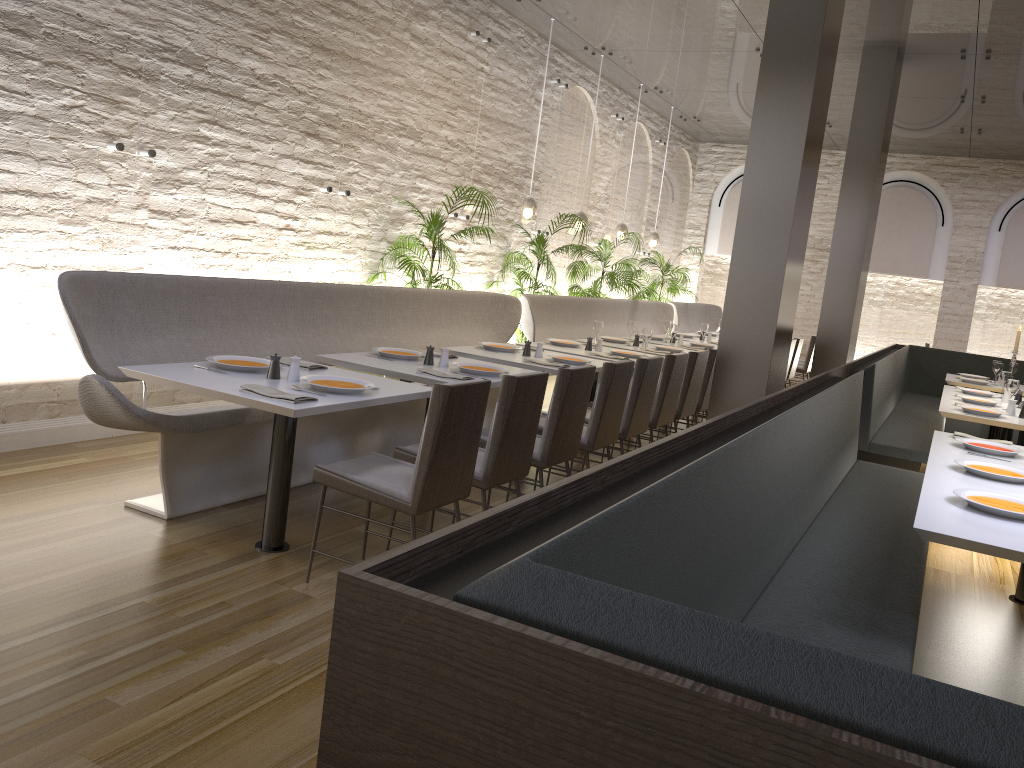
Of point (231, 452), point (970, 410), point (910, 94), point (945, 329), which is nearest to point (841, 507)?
point (970, 410)

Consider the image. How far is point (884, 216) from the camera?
14.3 meters

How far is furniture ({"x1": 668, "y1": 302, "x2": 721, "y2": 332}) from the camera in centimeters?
1295cm

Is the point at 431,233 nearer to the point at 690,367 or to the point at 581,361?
the point at 581,361

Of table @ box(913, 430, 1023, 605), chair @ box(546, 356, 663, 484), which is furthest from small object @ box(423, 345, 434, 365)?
table @ box(913, 430, 1023, 605)

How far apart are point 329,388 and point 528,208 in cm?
575

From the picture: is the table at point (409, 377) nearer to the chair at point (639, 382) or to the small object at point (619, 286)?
the chair at point (639, 382)

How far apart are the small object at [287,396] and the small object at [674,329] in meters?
5.4 m

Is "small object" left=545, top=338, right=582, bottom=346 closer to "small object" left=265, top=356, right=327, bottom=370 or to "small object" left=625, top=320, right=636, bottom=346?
"small object" left=625, top=320, right=636, bottom=346

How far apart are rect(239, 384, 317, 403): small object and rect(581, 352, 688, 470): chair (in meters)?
3.14
